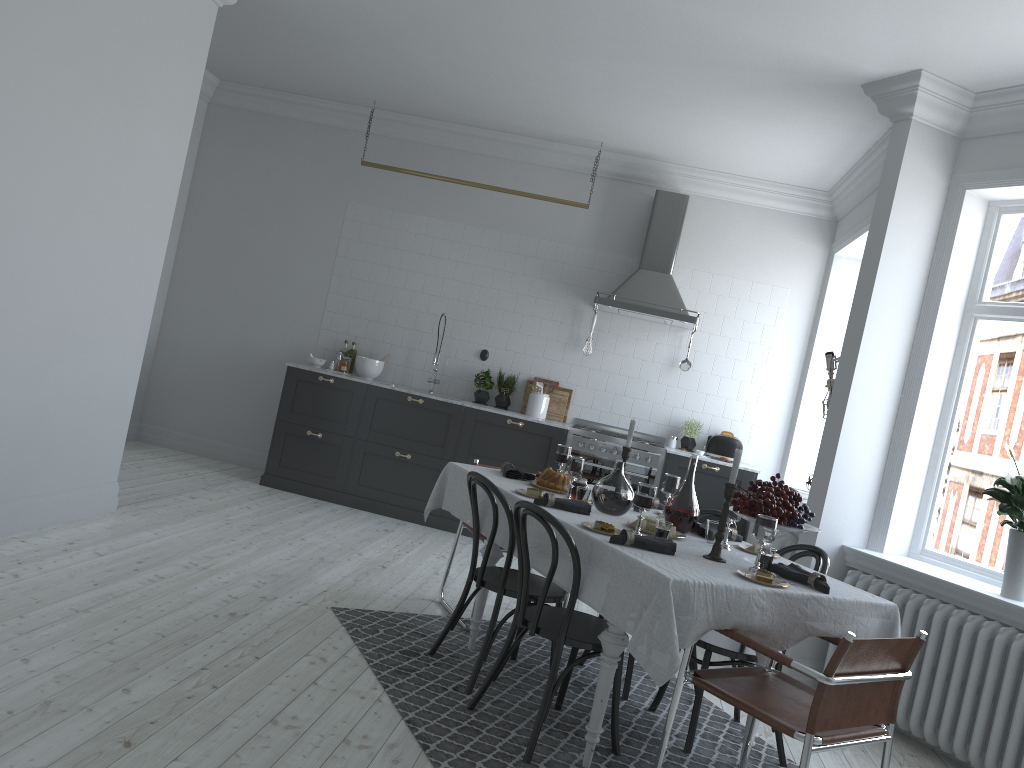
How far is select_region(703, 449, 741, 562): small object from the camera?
3.4m

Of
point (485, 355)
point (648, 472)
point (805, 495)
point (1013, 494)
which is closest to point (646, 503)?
point (1013, 494)

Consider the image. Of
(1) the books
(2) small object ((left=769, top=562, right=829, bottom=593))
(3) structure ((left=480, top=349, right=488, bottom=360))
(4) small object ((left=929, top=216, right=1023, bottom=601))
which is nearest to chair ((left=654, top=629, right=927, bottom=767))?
(2) small object ((left=769, top=562, right=829, bottom=593))

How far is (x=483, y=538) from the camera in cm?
463

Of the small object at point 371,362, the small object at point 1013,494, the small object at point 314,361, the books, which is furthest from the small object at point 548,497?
the small object at point 314,361

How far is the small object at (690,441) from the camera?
7.28m

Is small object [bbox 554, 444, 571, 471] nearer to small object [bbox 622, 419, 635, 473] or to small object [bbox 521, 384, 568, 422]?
small object [bbox 622, 419, 635, 473]

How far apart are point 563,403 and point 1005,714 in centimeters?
421cm

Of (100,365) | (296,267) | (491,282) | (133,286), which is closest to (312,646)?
(100,365)

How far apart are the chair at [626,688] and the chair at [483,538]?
0.9 meters
